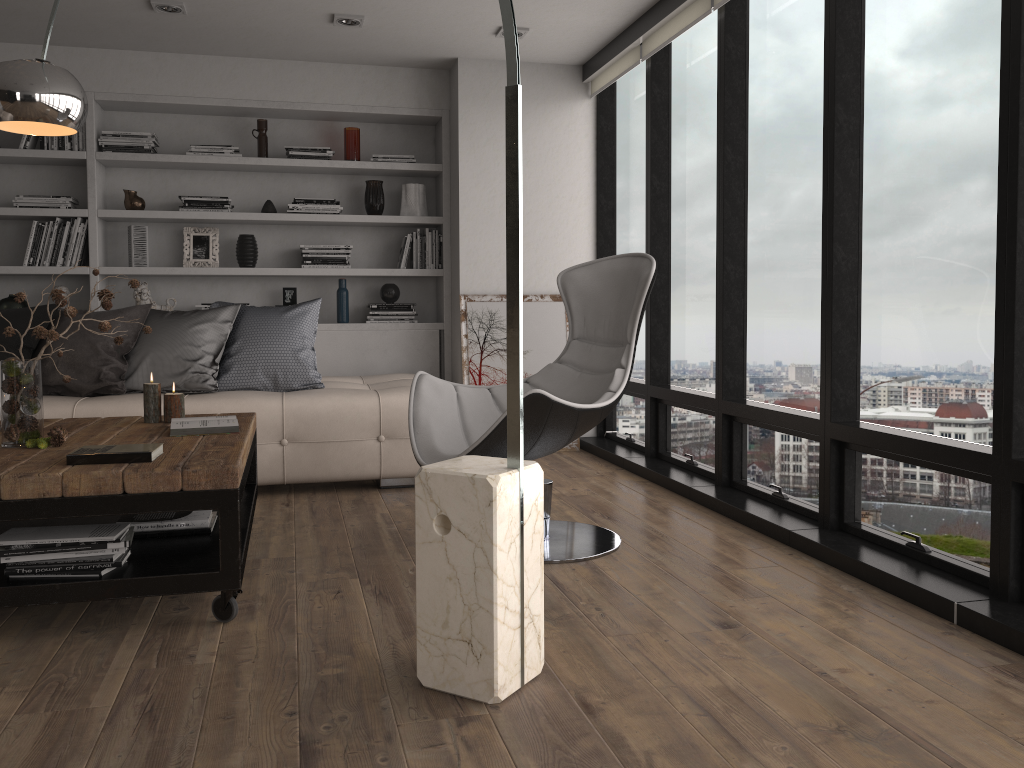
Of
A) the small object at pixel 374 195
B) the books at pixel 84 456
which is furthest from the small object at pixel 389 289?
the books at pixel 84 456

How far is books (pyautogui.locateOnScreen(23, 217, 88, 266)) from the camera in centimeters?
520cm

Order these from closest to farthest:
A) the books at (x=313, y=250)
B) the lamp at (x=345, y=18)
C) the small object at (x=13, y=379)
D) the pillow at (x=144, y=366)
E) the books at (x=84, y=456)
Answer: the books at (x=84, y=456) < the small object at (x=13, y=379) < the pillow at (x=144, y=366) < the lamp at (x=345, y=18) < the books at (x=313, y=250)

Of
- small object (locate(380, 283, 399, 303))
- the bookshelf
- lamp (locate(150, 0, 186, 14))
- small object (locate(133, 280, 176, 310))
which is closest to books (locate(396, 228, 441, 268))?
the bookshelf

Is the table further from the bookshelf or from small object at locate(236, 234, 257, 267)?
small object at locate(236, 234, 257, 267)

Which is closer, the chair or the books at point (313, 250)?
the chair

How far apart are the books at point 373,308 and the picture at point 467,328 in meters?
0.4 m

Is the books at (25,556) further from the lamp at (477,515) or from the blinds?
the blinds

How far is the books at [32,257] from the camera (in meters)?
5.20

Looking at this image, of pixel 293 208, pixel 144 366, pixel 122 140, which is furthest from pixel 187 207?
pixel 144 366
